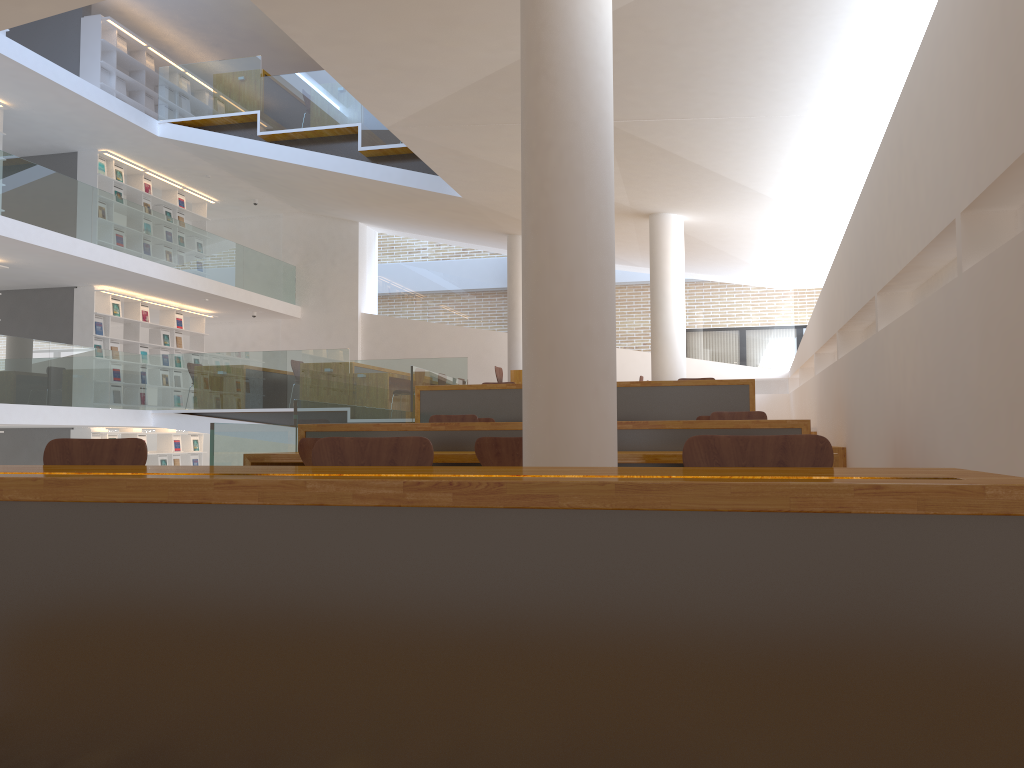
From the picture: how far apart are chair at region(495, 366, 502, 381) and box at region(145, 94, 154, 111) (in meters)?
7.55

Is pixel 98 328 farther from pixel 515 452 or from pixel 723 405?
pixel 515 452

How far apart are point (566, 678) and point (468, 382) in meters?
14.3 m

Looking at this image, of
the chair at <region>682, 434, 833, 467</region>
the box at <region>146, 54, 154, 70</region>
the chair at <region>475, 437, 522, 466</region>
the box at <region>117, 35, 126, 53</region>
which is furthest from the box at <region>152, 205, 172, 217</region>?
the chair at <region>682, 434, 833, 467</region>

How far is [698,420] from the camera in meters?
5.2 m

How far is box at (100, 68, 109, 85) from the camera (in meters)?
13.27

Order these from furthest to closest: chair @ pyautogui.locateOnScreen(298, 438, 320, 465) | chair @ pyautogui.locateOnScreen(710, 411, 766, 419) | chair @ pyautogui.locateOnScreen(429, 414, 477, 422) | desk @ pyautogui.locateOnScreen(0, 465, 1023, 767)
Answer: chair @ pyautogui.locateOnScreen(429, 414, 477, 422) → chair @ pyautogui.locateOnScreen(710, 411, 766, 419) → chair @ pyautogui.locateOnScreen(298, 438, 320, 465) → desk @ pyautogui.locateOnScreen(0, 465, 1023, 767)

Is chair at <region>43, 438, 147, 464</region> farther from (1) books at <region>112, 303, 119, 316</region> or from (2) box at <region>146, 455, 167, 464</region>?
(2) box at <region>146, 455, 167, 464</region>

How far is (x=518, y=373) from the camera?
11.20m

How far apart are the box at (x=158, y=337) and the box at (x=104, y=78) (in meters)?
3.90
